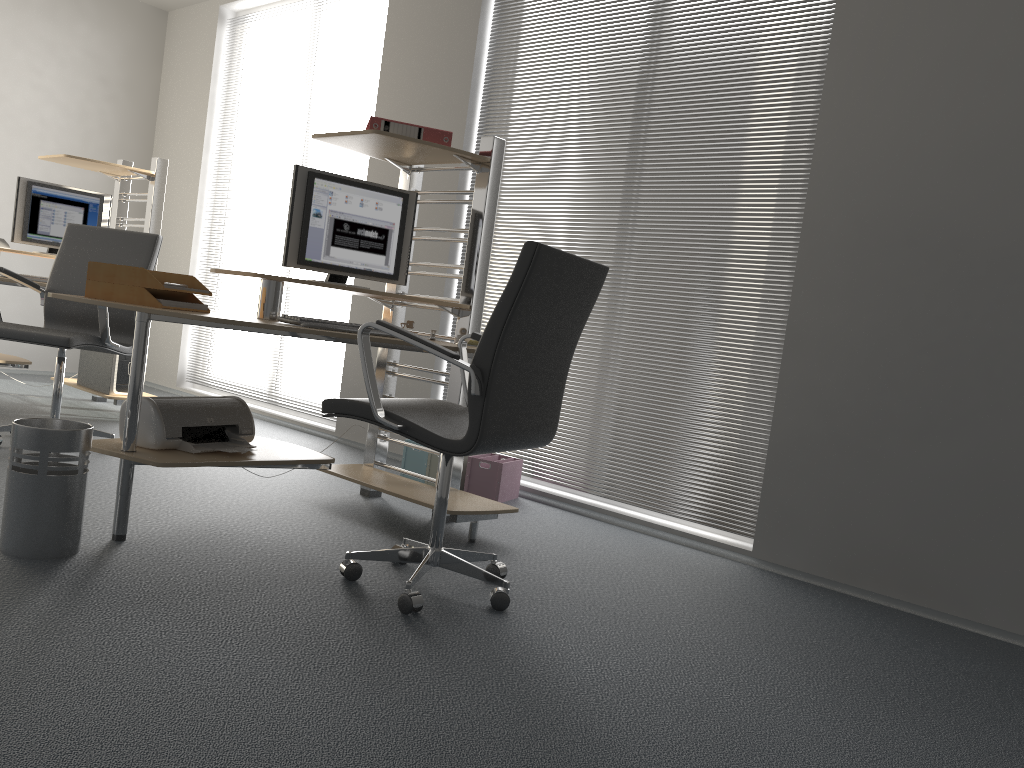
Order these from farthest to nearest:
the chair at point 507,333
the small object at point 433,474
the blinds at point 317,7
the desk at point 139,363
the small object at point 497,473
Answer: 1. the blinds at point 317,7
2. the small object at point 433,474
3. the small object at point 497,473
4. the desk at point 139,363
5. the chair at point 507,333

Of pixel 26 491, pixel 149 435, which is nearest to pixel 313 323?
pixel 149 435

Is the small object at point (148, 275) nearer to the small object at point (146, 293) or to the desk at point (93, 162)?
the small object at point (146, 293)

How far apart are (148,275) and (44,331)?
1.4 meters

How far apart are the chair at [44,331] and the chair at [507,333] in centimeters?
176cm

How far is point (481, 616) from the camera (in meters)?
2.50

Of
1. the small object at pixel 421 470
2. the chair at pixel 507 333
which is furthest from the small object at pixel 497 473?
the chair at pixel 507 333

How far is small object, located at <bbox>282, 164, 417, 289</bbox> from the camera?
3.3 meters

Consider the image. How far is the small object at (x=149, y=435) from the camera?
2.8 meters

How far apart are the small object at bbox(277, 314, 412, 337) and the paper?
0.31m
